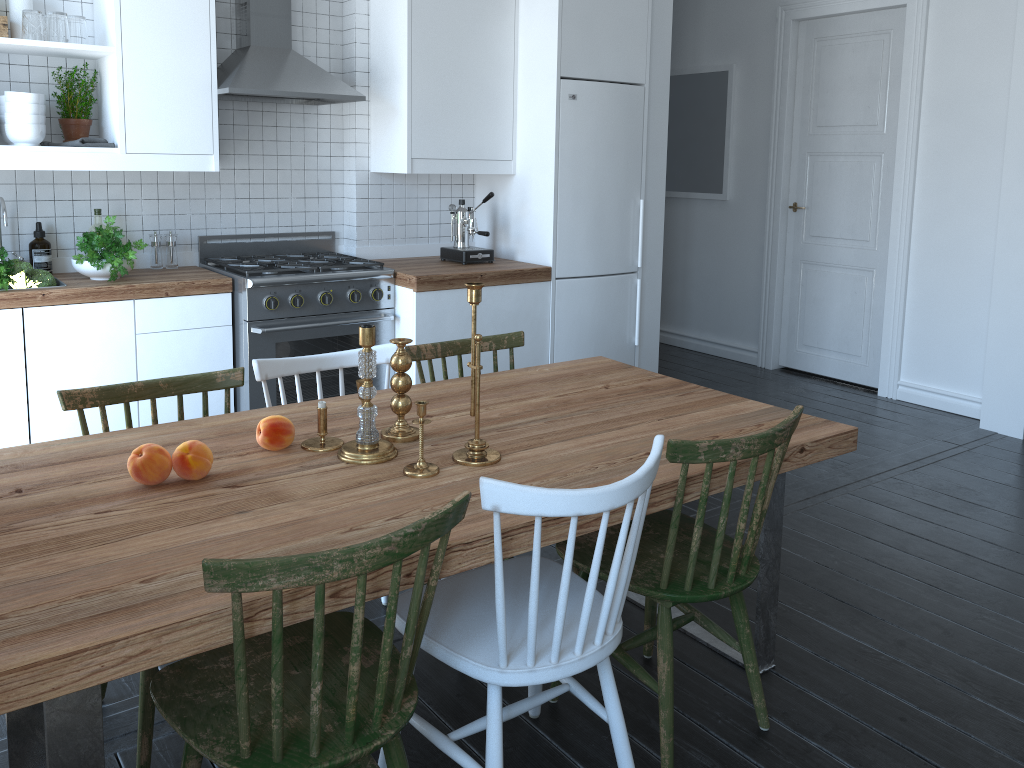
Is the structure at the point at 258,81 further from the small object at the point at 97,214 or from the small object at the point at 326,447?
the small object at the point at 326,447

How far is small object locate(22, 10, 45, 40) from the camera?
3.3 meters

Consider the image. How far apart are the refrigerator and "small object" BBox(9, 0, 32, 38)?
2.3 meters

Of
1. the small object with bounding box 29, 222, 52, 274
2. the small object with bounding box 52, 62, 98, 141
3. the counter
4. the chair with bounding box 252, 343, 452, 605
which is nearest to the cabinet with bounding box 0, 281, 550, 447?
the counter

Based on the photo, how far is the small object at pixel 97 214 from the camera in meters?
3.8 m

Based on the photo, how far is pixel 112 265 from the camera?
3.5m

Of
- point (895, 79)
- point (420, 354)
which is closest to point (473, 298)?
point (420, 354)

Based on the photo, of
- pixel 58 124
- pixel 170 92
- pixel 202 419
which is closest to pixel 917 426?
pixel 202 419

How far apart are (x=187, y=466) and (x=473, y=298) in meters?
0.7 m

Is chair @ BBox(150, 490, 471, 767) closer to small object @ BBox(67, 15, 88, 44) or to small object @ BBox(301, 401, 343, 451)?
small object @ BBox(301, 401, 343, 451)
